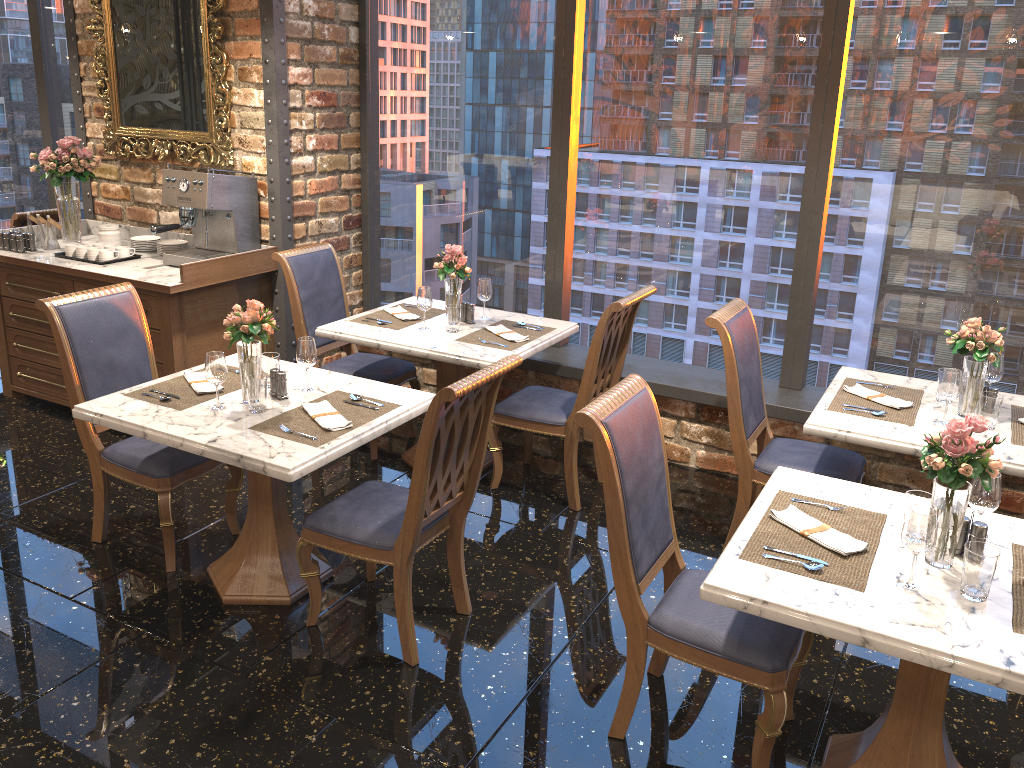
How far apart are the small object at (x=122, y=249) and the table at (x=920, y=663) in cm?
391

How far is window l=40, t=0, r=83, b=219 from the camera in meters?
6.7 m

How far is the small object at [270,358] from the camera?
3.49m

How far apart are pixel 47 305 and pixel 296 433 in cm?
131

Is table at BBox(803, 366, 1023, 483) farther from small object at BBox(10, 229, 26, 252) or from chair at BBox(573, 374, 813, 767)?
small object at BBox(10, 229, 26, 252)

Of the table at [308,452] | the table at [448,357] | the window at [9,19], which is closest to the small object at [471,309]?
the table at [448,357]

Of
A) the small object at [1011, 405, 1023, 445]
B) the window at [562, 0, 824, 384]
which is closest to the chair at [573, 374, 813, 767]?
the small object at [1011, 405, 1023, 445]

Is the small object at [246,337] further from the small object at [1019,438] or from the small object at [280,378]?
the small object at [1019,438]

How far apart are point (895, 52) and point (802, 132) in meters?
0.5 m

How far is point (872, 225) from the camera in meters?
4.3
